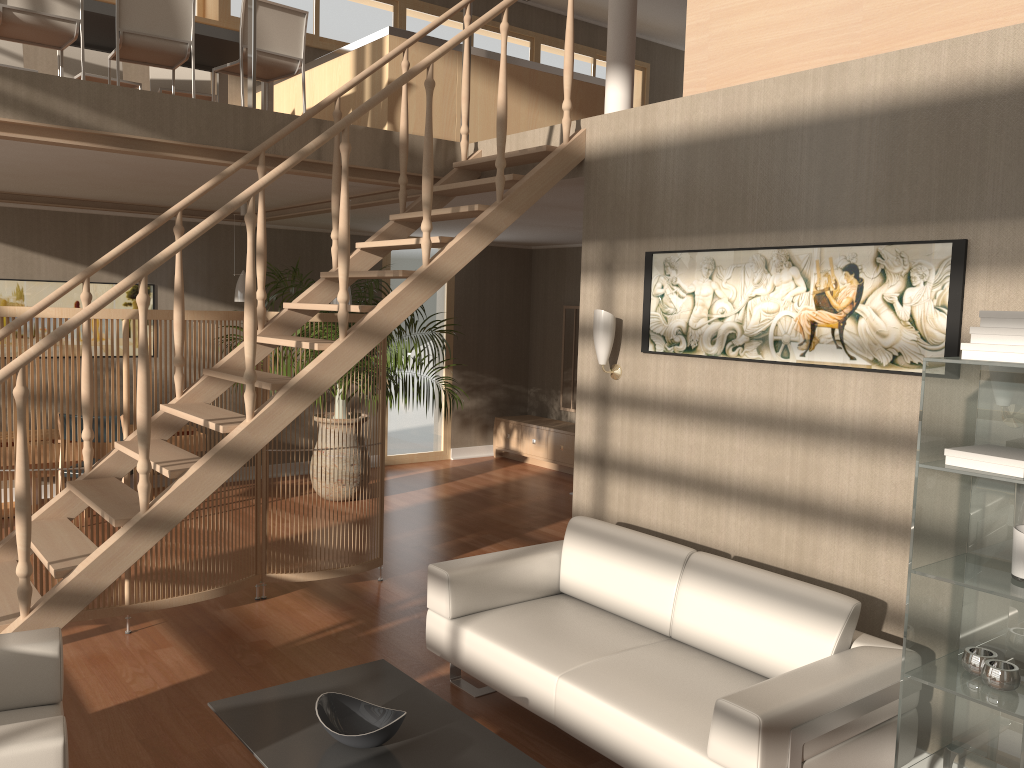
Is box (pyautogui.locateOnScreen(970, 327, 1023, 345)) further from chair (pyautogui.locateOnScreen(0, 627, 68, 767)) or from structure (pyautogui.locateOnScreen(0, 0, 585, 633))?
chair (pyautogui.locateOnScreen(0, 627, 68, 767))

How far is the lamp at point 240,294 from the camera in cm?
727

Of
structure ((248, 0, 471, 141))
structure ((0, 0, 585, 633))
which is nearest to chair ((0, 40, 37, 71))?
structure ((248, 0, 471, 141))

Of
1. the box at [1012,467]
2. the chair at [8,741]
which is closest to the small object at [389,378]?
the chair at [8,741]

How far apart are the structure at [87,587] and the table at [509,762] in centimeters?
67cm

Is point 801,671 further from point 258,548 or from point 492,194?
point 492,194

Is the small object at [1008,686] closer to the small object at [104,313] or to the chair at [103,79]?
the small object at [104,313]

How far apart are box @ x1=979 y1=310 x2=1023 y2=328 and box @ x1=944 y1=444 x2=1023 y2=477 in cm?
37

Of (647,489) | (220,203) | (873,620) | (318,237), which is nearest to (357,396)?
(318,237)

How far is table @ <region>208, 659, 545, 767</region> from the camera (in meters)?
2.76
